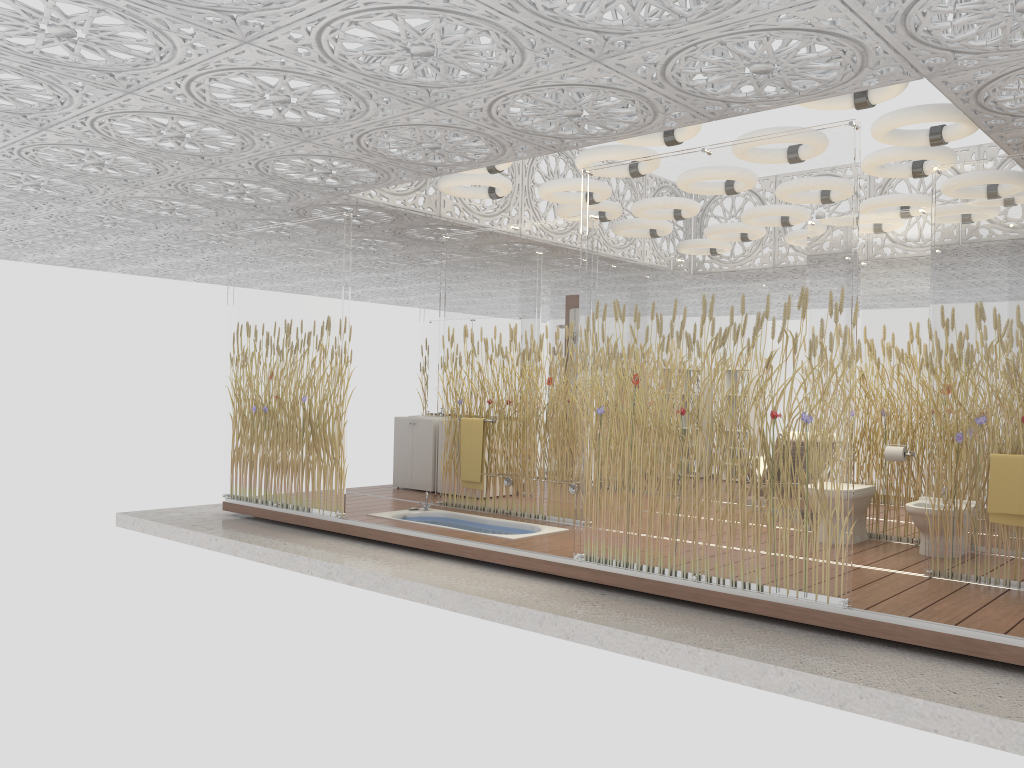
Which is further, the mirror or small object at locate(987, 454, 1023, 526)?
the mirror

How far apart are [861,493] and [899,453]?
0.4m

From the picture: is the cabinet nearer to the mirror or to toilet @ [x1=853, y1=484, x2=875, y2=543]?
the mirror

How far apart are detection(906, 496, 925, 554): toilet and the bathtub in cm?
266

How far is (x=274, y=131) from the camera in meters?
5.8 m

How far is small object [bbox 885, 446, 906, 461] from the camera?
6.8 meters

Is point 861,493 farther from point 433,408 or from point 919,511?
point 433,408

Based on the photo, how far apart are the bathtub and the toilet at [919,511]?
2.7 meters

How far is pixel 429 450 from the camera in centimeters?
957cm

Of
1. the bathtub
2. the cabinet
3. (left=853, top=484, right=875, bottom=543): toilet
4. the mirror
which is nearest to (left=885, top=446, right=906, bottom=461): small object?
(left=853, top=484, right=875, bottom=543): toilet
